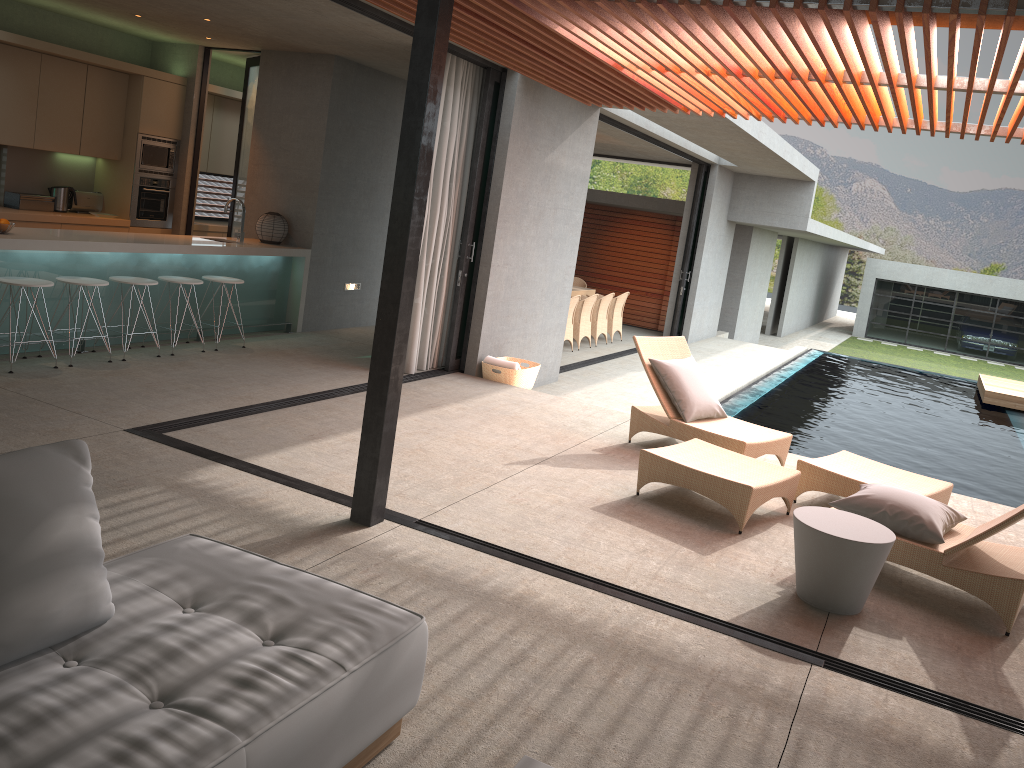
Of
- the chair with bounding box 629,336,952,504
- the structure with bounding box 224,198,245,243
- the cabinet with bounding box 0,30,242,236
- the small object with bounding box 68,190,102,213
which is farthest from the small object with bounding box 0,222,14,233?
the chair with bounding box 629,336,952,504

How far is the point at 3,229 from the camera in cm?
652

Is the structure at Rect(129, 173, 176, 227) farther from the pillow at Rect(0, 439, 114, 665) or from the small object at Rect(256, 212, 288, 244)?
the pillow at Rect(0, 439, 114, 665)

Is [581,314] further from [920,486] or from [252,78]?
[920,486]

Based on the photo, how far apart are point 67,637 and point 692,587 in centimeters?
291cm

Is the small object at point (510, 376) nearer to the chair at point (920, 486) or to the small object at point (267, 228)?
the chair at point (920, 486)

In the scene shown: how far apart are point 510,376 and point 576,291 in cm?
626

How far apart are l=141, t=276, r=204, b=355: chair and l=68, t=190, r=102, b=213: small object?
2.8m

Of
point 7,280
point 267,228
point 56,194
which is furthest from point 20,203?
point 7,280

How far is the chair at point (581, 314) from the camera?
13.11m
